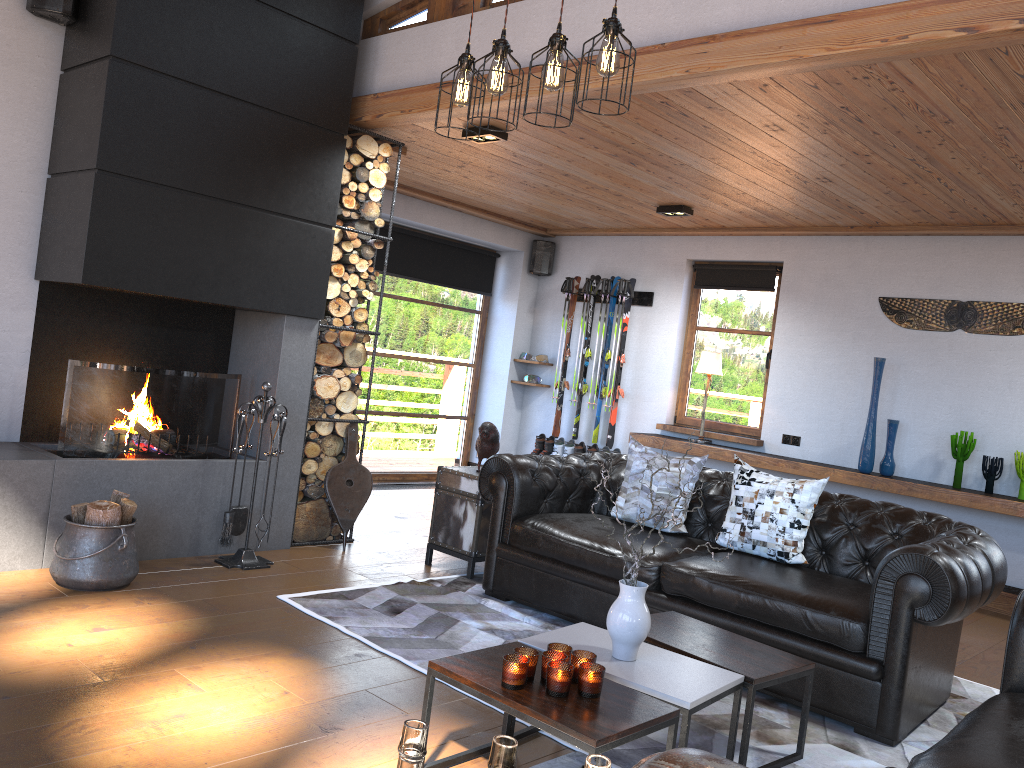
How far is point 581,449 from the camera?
8.4m

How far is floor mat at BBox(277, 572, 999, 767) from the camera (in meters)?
3.25

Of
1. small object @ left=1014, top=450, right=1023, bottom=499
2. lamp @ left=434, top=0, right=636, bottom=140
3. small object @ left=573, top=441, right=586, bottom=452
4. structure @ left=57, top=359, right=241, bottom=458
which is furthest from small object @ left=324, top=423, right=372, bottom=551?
small object @ left=1014, top=450, right=1023, bottom=499

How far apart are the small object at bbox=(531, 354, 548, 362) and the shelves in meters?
1.6

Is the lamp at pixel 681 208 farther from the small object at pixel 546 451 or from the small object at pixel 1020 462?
the small object at pixel 1020 462

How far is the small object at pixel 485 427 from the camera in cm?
530

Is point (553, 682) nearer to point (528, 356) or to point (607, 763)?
point (607, 763)

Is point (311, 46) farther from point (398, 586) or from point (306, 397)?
point (398, 586)

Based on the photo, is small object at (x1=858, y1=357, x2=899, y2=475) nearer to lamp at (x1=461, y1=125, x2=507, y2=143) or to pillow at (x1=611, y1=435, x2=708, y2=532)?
pillow at (x1=611, y1=435, x2=708, y2=532)

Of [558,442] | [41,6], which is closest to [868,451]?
[558,442]
